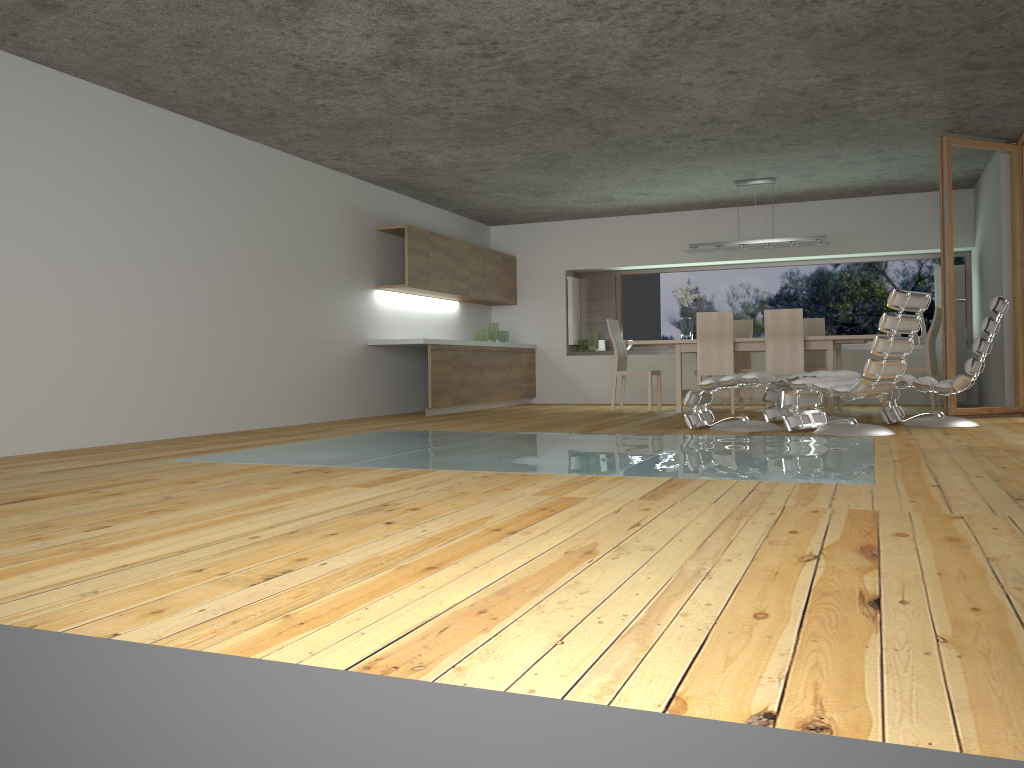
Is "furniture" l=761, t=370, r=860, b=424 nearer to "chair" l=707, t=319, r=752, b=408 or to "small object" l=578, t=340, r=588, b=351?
"chair" l=707, t=319, r=752, b=408

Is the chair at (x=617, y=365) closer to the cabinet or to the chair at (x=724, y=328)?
the chair at (x=724, y=328)

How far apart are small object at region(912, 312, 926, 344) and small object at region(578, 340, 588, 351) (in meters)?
4.04

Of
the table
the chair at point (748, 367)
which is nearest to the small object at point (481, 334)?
the table

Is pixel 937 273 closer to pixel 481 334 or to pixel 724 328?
pixel 724 328

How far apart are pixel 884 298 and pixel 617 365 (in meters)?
3.59

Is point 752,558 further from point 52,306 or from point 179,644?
point 52,306

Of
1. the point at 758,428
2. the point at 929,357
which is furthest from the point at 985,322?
the point at 929,357

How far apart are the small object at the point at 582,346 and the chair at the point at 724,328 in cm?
313

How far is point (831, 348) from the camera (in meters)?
8.58
